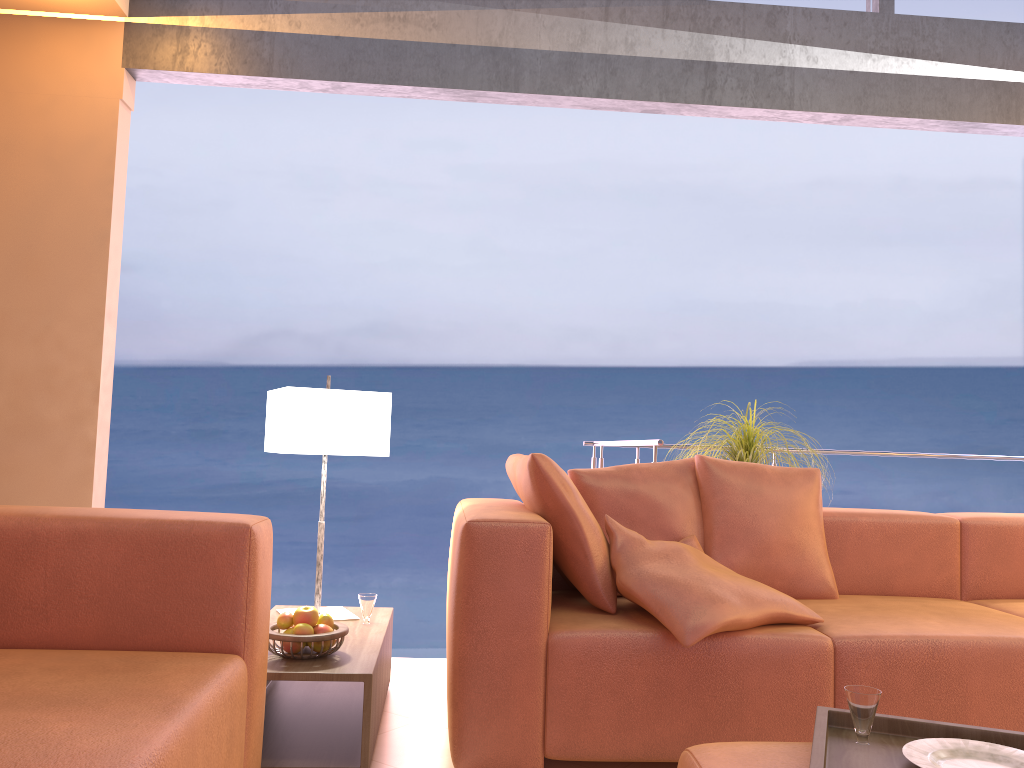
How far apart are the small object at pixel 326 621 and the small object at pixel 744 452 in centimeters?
185cm

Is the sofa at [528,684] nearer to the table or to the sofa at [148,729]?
the table

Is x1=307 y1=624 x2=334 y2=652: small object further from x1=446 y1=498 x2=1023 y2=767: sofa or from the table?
x1=446 y1=498 x2=1023 y2=767: sofa

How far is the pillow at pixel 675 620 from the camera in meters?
2.2

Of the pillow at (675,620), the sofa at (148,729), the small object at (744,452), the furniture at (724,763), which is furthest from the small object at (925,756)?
the small object at (744,452)

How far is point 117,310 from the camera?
3.51m

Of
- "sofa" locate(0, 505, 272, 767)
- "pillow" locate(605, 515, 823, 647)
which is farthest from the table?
"pillow" locate(605, 515, 823, 647)

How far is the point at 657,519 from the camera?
2.9m

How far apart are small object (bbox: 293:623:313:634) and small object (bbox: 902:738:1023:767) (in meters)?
1.47

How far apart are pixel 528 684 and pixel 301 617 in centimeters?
63cm
